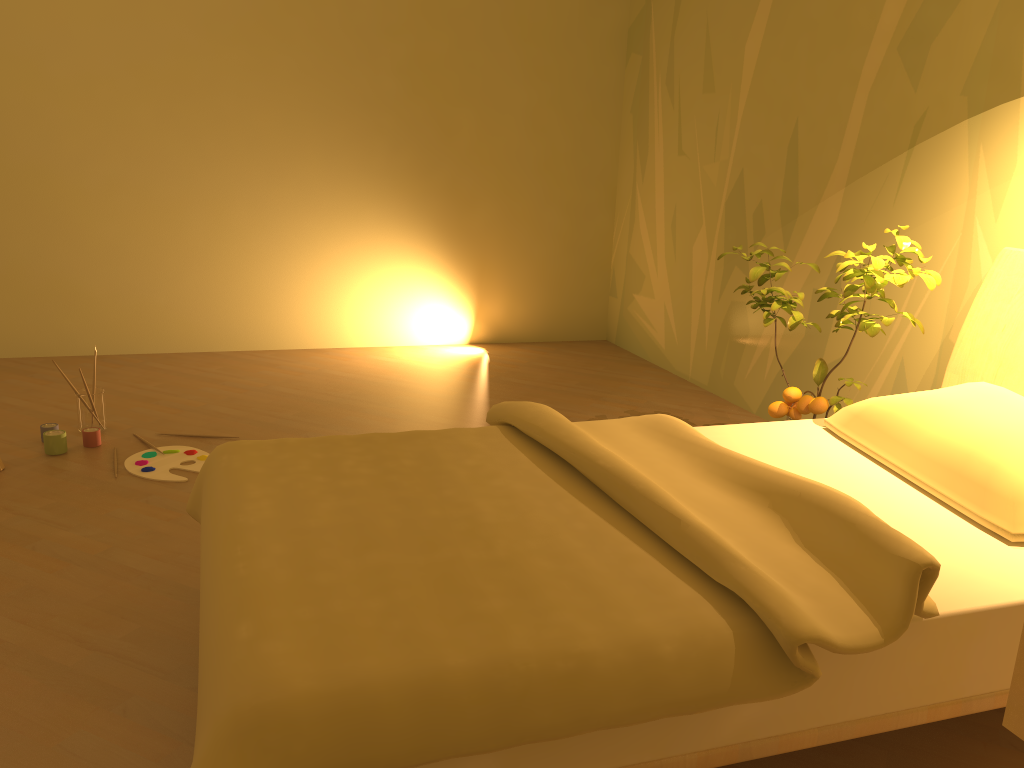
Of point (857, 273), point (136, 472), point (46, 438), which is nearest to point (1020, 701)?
point (857, 273)

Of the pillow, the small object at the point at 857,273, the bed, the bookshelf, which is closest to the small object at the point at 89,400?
the bed

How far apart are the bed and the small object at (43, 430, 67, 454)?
1.41m

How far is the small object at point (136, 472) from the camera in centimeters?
299cm

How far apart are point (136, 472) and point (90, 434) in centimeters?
36cm

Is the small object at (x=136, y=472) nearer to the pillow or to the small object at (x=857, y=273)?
the small object at (x=857, y=273)

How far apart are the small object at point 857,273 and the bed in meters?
0.1

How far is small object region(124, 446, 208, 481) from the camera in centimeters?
299cm

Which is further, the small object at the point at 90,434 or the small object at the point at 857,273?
the small object at the point at 90,434

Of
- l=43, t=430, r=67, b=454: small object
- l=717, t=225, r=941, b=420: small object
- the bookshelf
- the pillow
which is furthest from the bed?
l=43, t=430, r=67, b=454: small object
